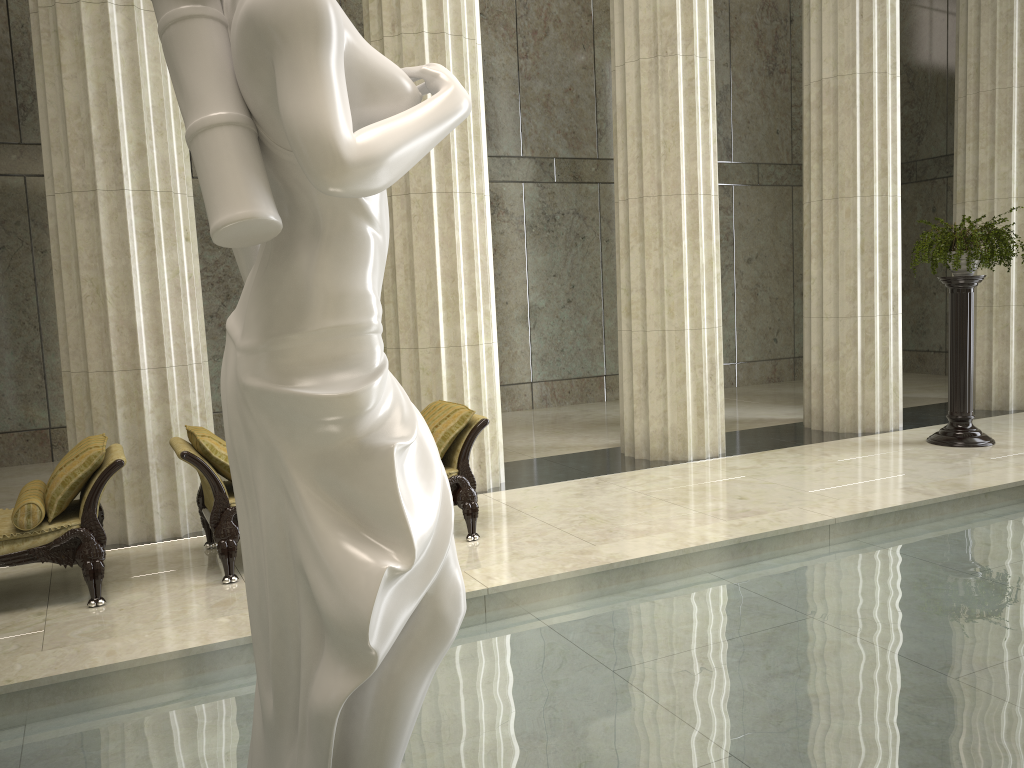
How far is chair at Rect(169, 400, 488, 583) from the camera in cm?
566

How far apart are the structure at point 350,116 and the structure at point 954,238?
7.74m

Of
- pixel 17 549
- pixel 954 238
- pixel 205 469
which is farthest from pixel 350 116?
pixel 954 238

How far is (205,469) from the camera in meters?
5.7

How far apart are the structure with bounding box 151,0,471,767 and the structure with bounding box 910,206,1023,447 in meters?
7.7

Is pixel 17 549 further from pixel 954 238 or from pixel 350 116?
pixel 954 238

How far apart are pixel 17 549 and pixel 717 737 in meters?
4.2

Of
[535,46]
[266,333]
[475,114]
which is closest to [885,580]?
[266,333]

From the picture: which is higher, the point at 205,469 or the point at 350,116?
the point at 350,116

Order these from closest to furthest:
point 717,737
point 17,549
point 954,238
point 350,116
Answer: point 350,116
point 717,737
point 17,549
point 954,238
